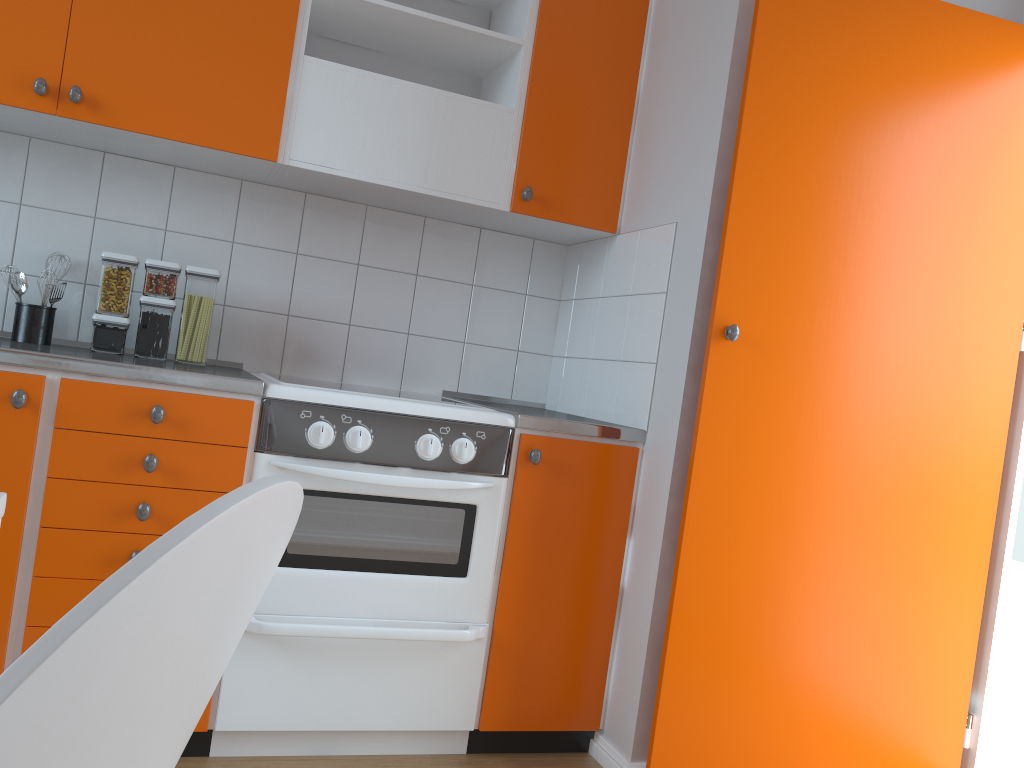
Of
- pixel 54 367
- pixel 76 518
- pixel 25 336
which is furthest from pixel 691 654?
pixel 25 336

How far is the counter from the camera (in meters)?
1.82

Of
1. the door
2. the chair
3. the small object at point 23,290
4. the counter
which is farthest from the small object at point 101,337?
the chair

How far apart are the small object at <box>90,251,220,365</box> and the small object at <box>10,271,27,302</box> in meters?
0.2

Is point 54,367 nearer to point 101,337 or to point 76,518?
point 76,518

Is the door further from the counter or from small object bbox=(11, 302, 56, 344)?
small object bbox=(11, 302, 56, 344)

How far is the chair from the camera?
0.4m

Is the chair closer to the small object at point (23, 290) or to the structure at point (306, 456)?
the structure at point (306, 456)

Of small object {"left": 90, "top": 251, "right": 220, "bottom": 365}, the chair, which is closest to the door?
small object {"left": 90, "top": 251, "right": 220, "bottom": 365}

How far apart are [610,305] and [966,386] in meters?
1.0 m
